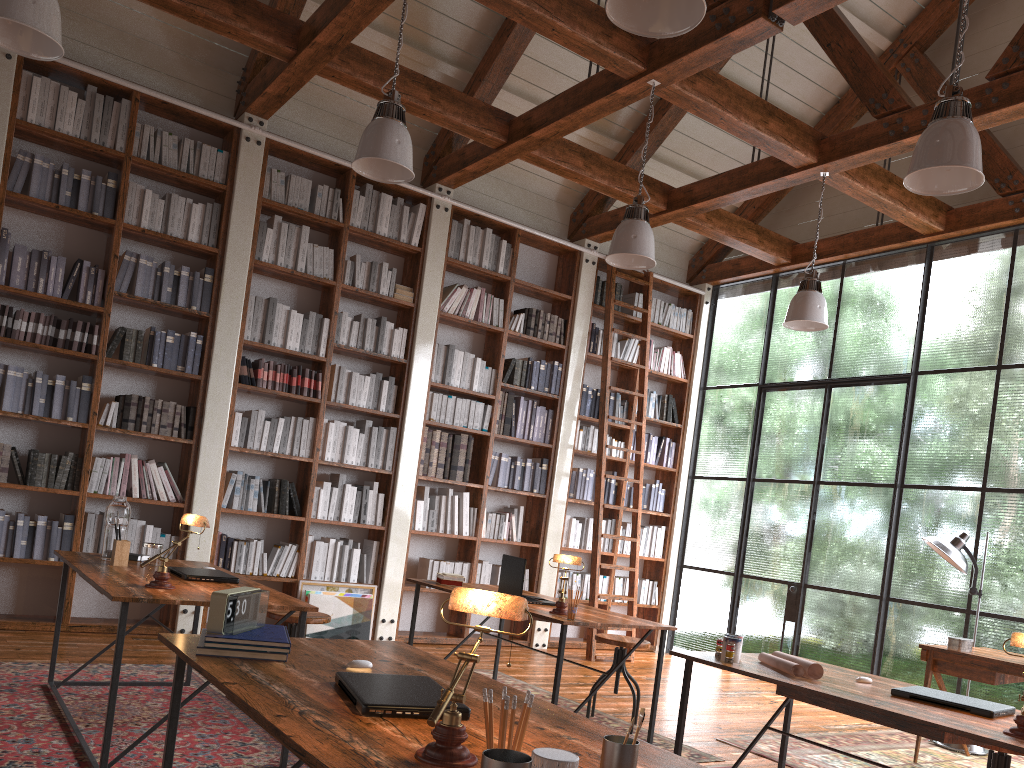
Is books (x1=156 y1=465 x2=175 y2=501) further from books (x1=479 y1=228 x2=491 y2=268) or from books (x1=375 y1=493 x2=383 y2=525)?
books (x1=479 y1=228 x2=491 y2=268)

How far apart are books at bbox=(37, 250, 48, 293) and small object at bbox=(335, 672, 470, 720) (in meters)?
4.57

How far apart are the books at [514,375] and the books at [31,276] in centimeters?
363cm

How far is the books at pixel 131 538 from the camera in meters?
5.7

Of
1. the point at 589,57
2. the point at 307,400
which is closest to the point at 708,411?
the point at 307,400

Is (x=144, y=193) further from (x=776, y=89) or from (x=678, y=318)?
(x=776, y=89)

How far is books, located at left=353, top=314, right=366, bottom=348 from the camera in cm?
673

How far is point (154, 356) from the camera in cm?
584

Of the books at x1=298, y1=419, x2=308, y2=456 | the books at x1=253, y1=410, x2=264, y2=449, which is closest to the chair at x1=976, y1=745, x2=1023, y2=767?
the books at x1=298, y1=419, x2=308, y2=456

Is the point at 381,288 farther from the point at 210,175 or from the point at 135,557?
the point at 135,557
